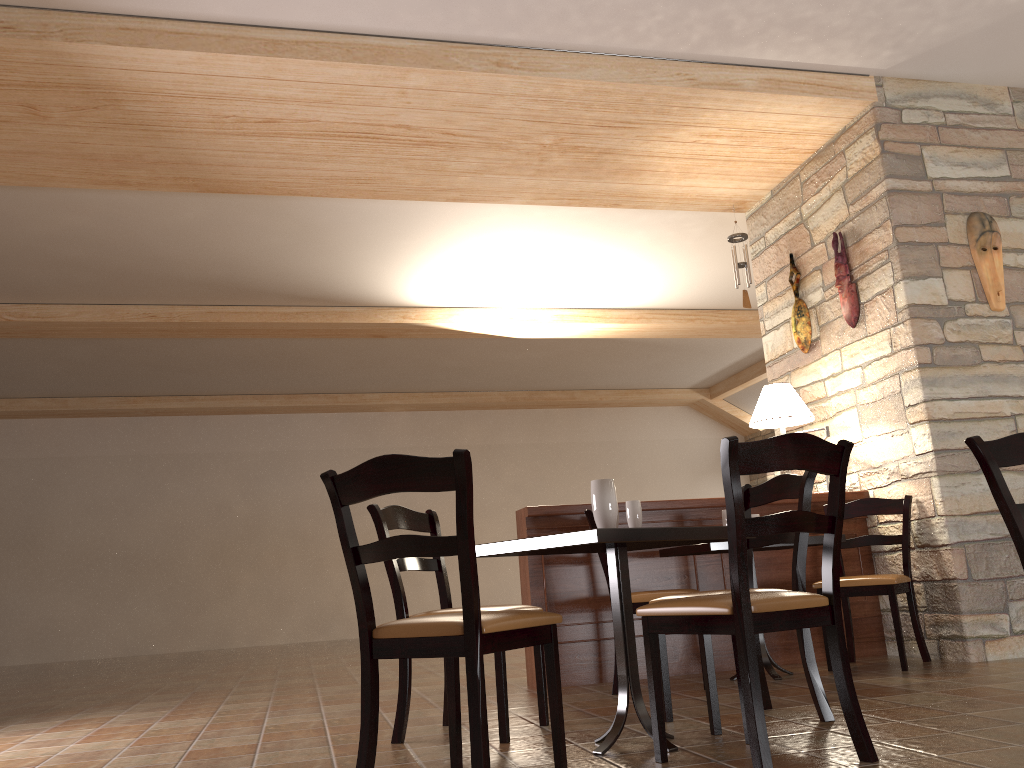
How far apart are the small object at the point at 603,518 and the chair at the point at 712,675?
0.5m

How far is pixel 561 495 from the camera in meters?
12.8

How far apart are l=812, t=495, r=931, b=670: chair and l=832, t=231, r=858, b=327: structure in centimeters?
104cm

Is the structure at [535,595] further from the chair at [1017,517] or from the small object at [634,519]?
the chair at [1017,517]

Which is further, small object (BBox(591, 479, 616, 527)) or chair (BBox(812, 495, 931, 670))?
chair (BBox(812, 495, 931, 670))

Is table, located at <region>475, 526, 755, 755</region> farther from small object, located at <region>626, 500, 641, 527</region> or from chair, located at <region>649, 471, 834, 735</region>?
chair, located at <region>649, 471, 834, 735</region>

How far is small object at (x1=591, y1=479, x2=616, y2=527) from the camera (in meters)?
2.77

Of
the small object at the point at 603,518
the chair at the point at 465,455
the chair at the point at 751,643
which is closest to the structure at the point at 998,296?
the chair at the point at 751,643

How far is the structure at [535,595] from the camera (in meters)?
4.57

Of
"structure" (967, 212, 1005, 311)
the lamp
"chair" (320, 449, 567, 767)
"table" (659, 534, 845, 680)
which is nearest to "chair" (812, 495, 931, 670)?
"table" (659, 534, 845, 680)
